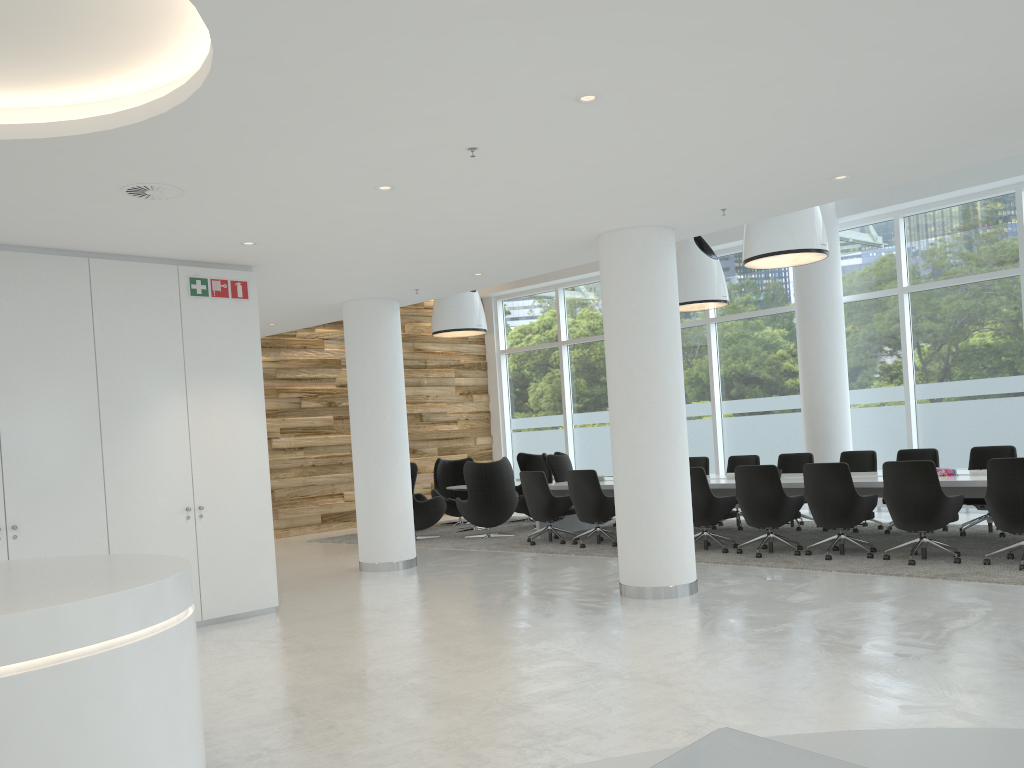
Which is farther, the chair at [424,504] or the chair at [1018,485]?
the chair at [424,504]

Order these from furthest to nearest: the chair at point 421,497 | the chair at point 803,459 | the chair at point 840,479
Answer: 1. the chair at point 421,497
2. the chair at point 803,459
3. the chair at point 840,479

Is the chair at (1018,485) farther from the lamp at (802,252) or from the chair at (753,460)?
the chair at (753,460)

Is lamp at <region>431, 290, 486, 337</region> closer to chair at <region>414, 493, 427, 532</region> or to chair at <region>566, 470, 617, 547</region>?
chair at <region>414, 493, 427, 532</region>

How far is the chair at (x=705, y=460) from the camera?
12.6m

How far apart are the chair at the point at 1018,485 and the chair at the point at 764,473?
1.87m

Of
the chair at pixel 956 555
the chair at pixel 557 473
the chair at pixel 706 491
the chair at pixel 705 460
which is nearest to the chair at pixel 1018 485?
the chair at pixel 956 555

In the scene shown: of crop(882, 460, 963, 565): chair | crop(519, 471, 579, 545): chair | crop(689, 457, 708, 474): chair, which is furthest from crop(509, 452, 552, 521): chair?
crop(882, 460, 963, 565): chair

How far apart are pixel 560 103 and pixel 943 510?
5.6m

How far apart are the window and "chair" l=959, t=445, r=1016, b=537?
2.3 meters
